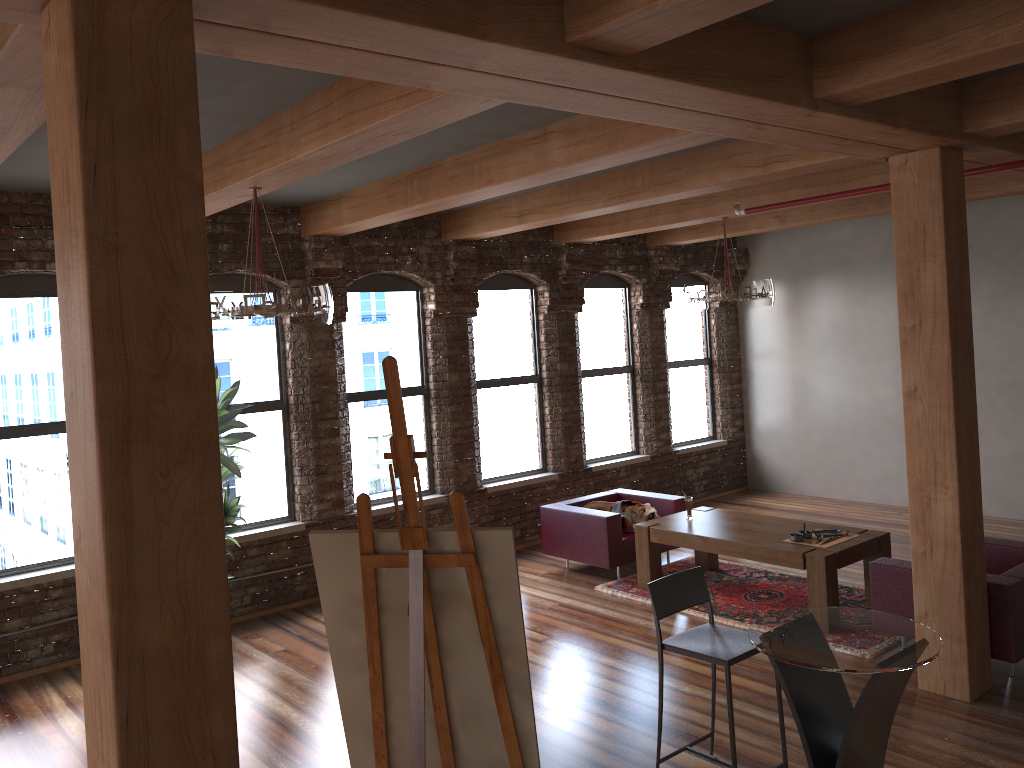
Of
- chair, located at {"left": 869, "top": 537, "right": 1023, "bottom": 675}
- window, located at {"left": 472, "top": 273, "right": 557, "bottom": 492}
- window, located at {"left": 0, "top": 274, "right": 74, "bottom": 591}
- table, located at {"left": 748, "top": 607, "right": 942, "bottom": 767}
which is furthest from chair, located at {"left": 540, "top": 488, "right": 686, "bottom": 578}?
window, located at {"left": 0, "top": 274, "right": 74, "bottom": 591}

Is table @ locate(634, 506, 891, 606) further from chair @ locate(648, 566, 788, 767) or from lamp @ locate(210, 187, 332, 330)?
lamp @ locate(210, 187, 332, 330)

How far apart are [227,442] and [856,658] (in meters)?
4.47

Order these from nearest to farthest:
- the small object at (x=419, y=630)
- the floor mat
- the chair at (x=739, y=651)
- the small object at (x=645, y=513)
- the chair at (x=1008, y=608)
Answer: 1. the small object at (x=419, y=630)
2. the chair at (x=739, y=651)
3. the chair at (x=1008, y=608)
4. the floor mat
5. the small object at (x=645, y=513)

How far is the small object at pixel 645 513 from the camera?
7.92m

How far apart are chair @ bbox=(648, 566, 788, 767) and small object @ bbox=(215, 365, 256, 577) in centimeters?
333cm

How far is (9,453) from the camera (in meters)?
6.34

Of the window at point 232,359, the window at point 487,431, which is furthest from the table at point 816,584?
the window at point 232,359

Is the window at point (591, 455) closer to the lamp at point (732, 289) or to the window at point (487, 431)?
the window at point (487, 431)

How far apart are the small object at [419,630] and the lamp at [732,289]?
5.2 meters
